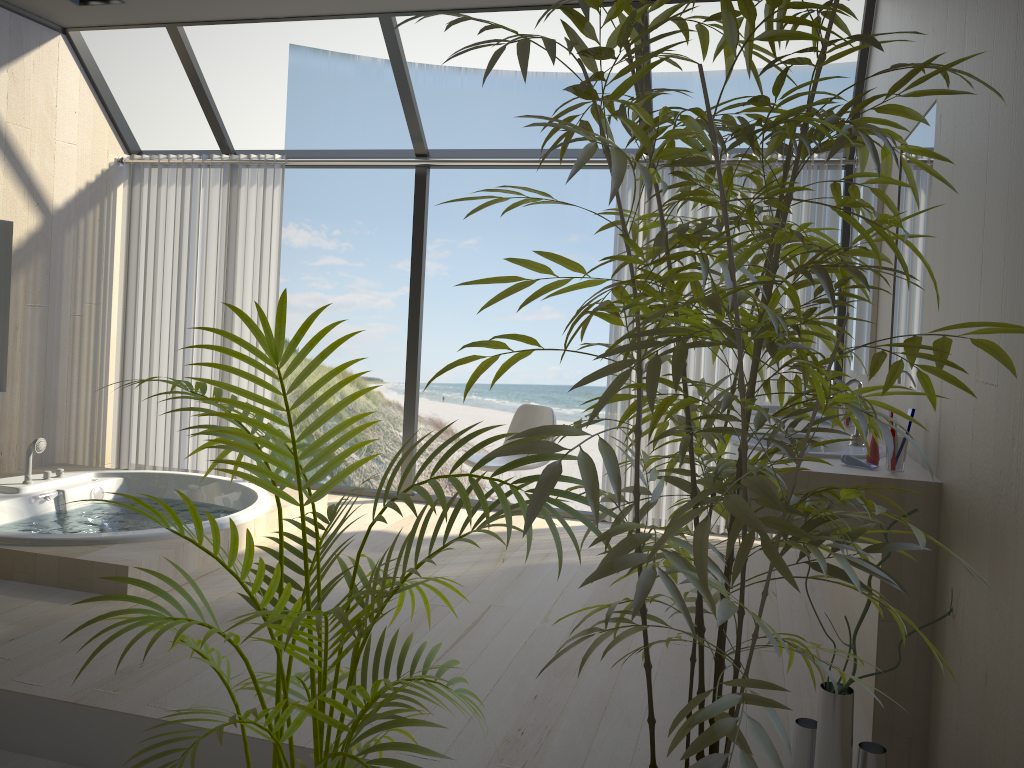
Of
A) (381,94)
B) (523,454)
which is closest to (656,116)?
(381,94)

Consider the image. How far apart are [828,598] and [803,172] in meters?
2.2

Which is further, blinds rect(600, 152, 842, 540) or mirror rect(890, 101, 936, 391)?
blinds rect(600, 152, 842, 540)

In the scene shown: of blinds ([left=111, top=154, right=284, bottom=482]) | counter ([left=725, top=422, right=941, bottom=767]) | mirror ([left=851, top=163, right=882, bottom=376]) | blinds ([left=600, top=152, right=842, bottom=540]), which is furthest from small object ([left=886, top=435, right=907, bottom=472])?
blinds ([left=111, top=154, right=284, bottom=482])

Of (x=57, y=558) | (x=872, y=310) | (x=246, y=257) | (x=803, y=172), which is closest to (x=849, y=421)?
(x=872, y=310)

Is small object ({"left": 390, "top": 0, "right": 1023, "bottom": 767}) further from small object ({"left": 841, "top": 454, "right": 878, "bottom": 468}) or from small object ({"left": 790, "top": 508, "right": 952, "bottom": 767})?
small object ({"left": 841, "top": 454, "right": 878, "bottom": 468})

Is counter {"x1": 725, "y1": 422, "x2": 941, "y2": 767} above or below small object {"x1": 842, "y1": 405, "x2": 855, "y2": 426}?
below

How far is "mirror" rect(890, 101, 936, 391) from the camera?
2.7m

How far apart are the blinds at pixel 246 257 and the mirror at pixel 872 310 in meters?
3.4 m

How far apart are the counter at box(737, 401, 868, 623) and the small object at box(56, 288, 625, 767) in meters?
2.4
